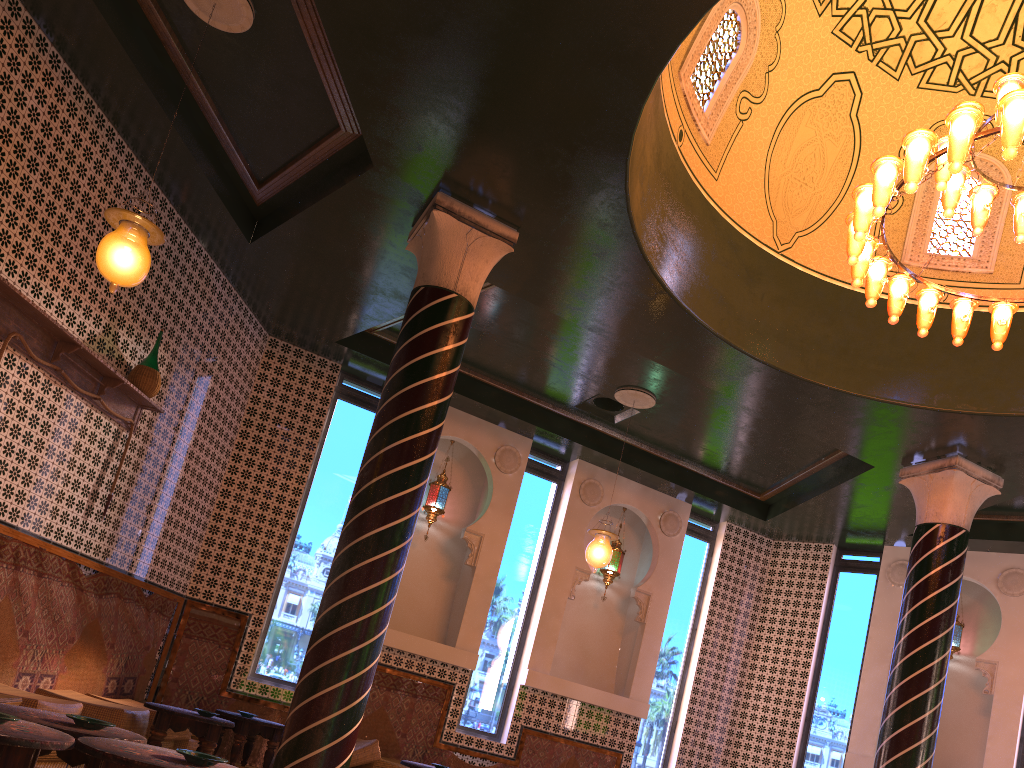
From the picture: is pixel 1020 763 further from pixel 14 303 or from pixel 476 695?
pixel 14 303

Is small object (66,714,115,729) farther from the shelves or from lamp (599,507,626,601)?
lamp (599,507,626,601)

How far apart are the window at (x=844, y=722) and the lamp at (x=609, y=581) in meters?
3.3

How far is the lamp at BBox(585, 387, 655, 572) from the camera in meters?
10.1

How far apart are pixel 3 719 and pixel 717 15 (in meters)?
7.78

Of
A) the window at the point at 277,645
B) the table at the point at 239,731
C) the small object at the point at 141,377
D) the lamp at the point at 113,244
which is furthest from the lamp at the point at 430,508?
the lamp at the point at 113,244

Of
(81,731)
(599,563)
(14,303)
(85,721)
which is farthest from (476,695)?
(81,731)

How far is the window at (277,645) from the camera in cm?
1066

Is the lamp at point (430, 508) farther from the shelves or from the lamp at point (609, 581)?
the shelves

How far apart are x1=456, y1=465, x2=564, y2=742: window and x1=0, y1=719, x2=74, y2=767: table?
8.15m
